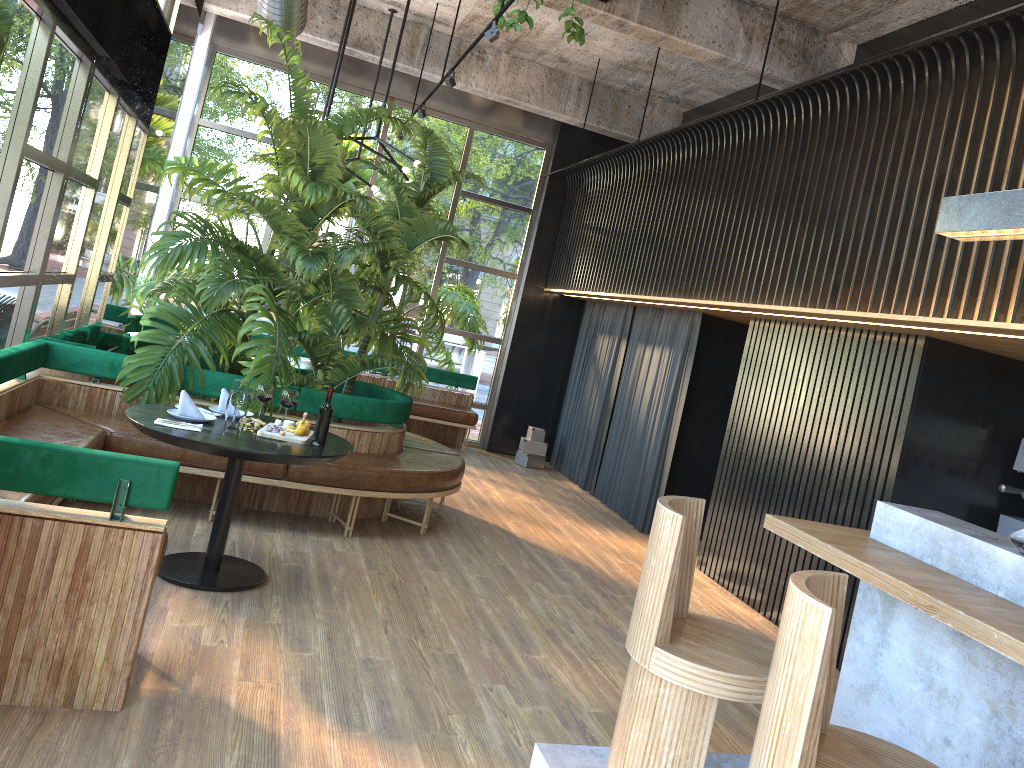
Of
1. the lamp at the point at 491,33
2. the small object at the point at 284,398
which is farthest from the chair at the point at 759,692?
the lamp at the point at 491,33

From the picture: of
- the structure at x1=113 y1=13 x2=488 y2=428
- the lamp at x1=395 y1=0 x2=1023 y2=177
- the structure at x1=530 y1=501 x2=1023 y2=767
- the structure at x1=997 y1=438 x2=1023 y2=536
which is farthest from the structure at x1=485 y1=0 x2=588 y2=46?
the structure at x1=997 y1=438 x2=1023 y2=536

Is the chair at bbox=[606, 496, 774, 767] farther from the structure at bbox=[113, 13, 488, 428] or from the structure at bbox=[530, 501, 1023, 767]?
the structure at bbox=[113, 13, 488, 428]

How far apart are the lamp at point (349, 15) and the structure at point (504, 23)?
2.1 meters

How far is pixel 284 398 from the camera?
3.65m

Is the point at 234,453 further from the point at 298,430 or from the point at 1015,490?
the point at 1015,490

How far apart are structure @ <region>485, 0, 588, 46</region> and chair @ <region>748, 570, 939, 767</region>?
4.3 meters

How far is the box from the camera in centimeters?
1013cm

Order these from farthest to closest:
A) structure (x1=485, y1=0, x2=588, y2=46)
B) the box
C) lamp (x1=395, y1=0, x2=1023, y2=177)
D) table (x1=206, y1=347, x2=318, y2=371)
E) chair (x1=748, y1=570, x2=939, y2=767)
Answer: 1. the box
2. table (x1=206, y1=347, x2=318, y2=371)
3. structure (x1=485, y1=0, x2=588, y2=46)
4. lamp (x1=395, y1=0, x2=1023, y2=177)
5. chair (x1=748, y1=570, x2=939, y2=767)

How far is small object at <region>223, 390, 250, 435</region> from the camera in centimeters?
422cm
